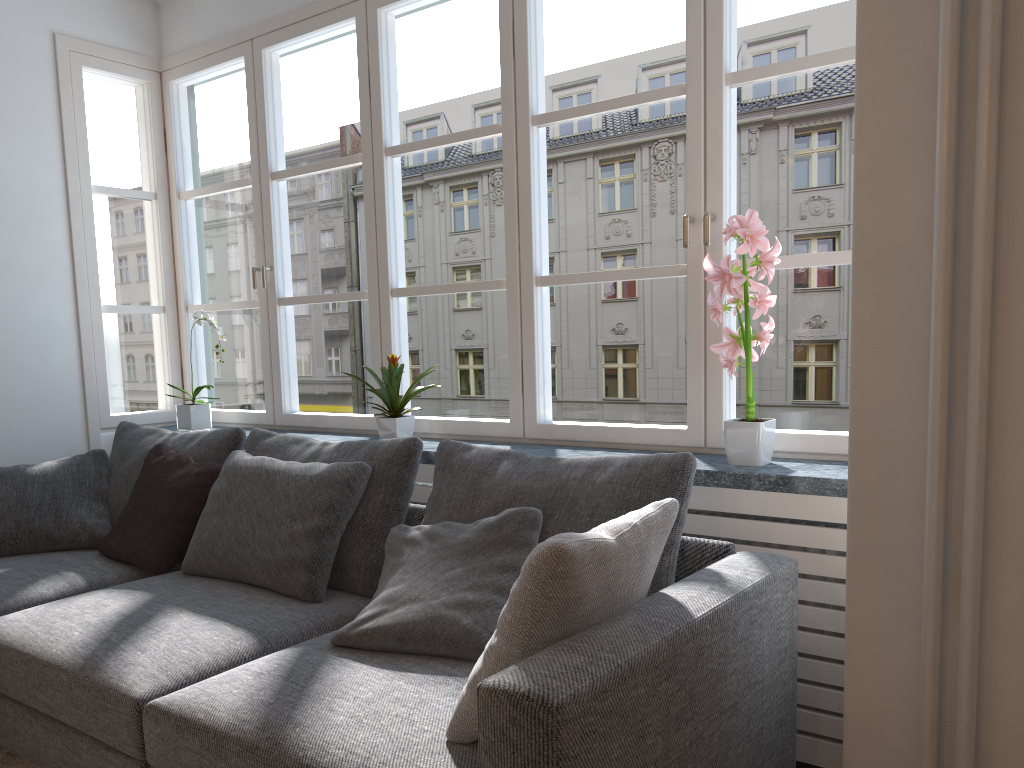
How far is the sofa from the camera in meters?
1.4

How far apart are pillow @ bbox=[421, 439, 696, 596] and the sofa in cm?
7

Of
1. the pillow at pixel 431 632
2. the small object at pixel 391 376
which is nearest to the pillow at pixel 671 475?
the pillow at pixel 431 632

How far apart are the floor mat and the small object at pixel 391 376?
1.5 meters

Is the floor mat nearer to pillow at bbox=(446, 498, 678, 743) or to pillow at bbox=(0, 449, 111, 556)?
pillow at bbox=(0, 449, 111, 556)

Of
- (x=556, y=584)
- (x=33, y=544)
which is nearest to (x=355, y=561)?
(x=556, y=584)

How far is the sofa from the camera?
1.4m

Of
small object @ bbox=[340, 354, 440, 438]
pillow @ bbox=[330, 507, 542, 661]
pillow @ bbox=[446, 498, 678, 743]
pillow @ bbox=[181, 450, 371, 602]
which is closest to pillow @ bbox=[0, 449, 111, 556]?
pillow @ bbox=[181, 450, 371, 602]

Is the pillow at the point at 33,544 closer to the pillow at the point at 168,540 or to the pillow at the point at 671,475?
the pillow at the point at 168,540

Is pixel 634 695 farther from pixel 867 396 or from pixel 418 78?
pixel 418 78
